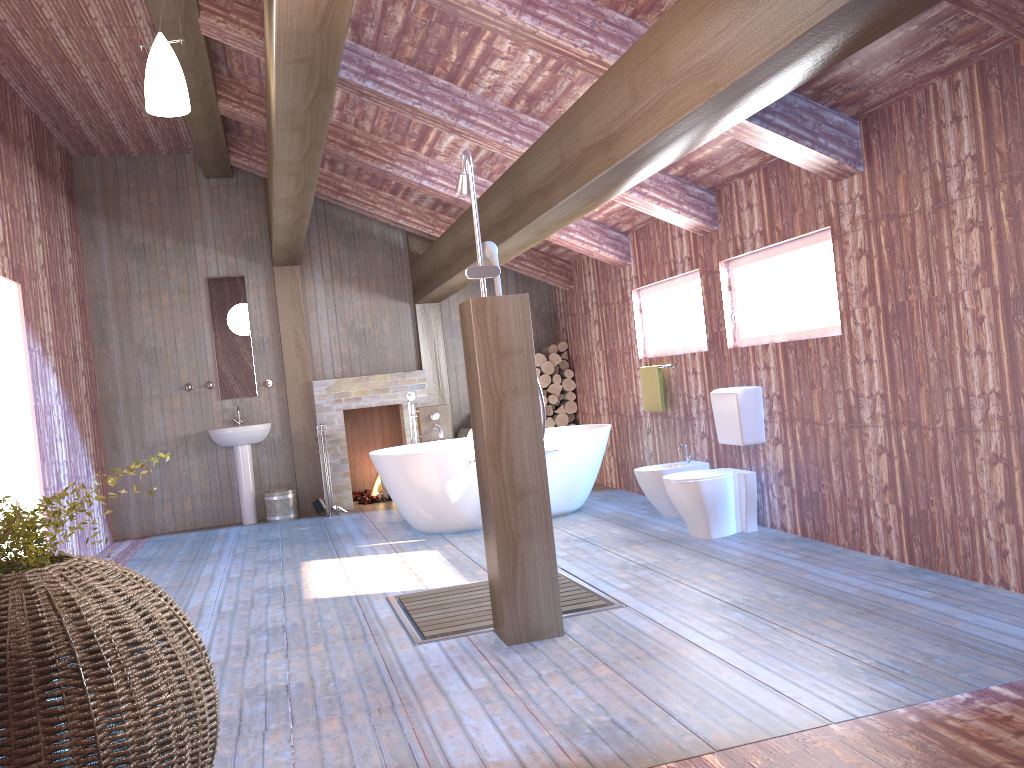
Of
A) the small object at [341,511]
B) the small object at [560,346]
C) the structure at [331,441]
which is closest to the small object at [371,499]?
the structure at [331,441]

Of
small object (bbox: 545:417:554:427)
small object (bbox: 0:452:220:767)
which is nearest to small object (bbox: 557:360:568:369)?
small object (bbox: 545:417:554:427)

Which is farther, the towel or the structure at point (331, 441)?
the structure at point (331, 441)

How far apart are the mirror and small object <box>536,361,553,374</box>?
2.9 meters

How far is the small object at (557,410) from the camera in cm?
905

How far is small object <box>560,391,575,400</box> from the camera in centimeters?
907cm

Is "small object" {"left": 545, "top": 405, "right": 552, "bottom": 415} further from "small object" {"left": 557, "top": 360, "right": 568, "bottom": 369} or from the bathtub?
the bathtub

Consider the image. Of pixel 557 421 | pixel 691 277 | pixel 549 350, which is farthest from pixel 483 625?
pixel 549 350

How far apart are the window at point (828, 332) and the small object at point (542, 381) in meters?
3.4 m

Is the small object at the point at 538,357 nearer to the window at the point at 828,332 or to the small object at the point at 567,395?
the small object at the point at 567,395
